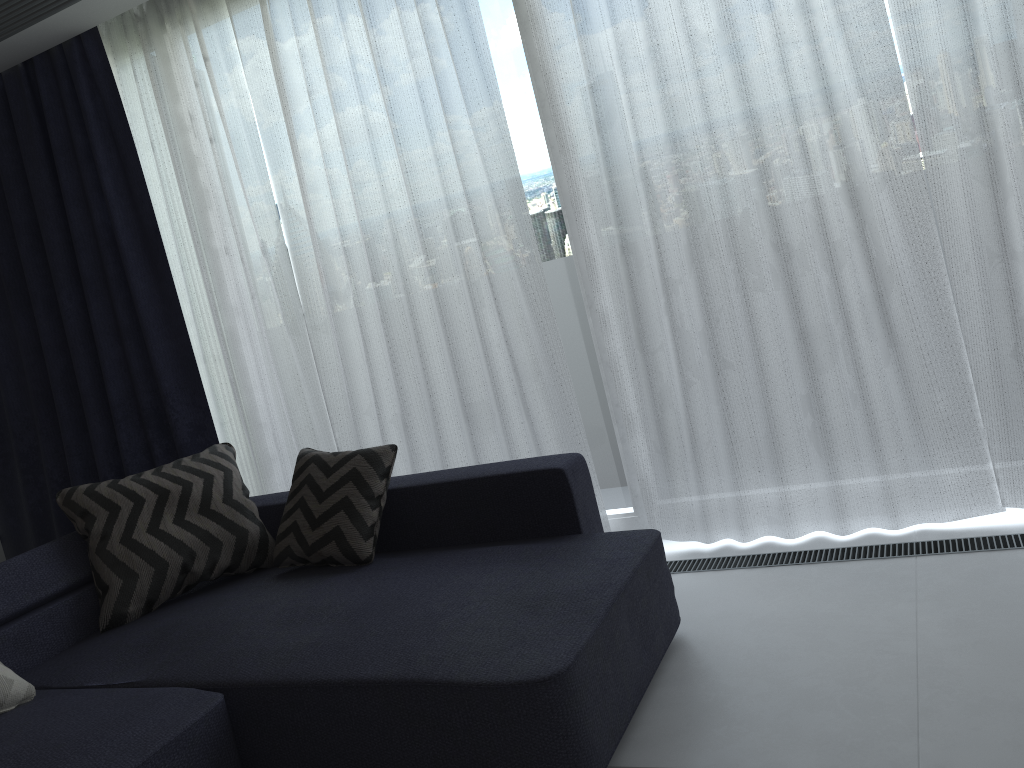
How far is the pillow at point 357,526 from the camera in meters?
2.8 m

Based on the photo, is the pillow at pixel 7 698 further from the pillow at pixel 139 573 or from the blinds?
the blinds

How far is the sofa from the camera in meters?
1.9 m

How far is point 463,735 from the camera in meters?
1.9

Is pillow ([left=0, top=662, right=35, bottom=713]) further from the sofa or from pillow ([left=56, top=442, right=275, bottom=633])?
pillow ([left=56, top=442, right=275, bottom=633])

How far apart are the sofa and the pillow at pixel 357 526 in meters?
0.0

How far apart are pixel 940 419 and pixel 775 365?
0.52m

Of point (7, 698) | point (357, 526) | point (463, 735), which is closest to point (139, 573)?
point (7, 698)

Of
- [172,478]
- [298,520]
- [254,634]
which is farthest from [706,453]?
[172,478]

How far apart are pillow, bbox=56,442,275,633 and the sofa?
0.02m
